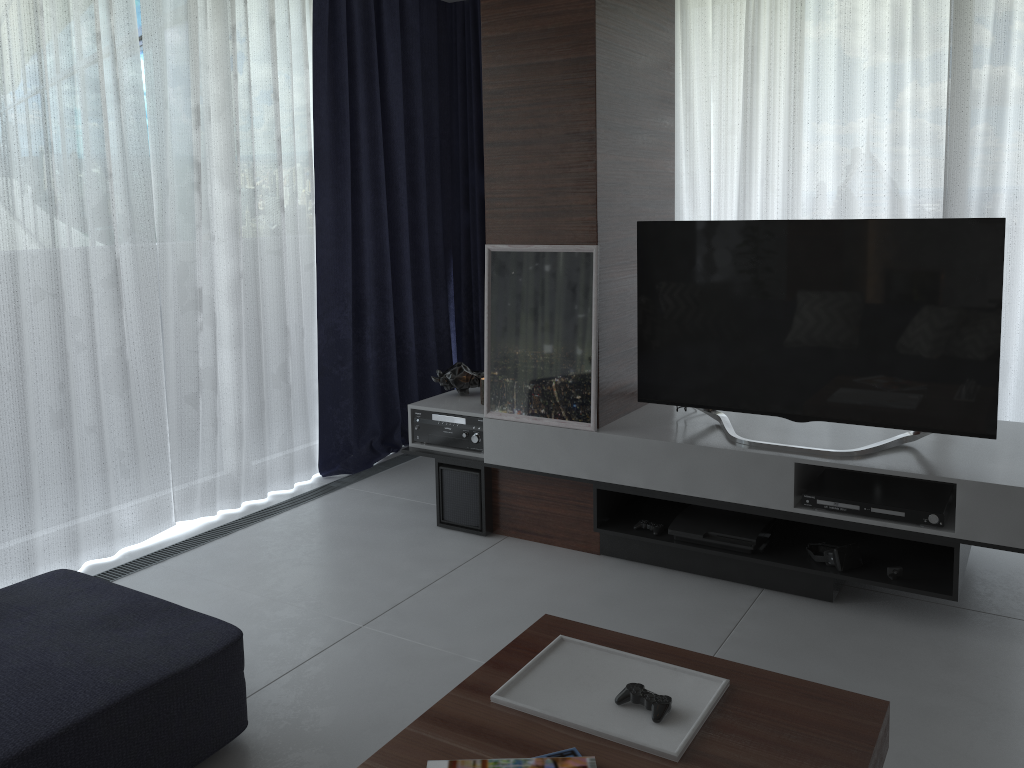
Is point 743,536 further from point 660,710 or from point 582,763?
point 582,763

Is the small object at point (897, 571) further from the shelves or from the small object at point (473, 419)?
the small object at point (473, 419)

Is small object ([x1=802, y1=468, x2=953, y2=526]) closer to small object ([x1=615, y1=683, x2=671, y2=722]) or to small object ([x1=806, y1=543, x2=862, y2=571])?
small object ([x1=806, y1=543, x2=862, y2=571])

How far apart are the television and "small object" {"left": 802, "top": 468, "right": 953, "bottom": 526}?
0.1 meters

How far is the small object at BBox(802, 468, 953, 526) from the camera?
2.8m

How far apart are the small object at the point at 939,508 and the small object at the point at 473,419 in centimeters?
135cm

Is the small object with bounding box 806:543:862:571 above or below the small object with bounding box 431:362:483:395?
below

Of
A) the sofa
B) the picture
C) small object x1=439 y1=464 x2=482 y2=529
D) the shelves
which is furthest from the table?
small object x1=439 y1=464 x2=482 y2=529

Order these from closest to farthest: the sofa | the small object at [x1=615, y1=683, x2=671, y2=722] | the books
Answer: the books
the small object at [x1=615, y1=683, x2=671, y2=722]
the sofa

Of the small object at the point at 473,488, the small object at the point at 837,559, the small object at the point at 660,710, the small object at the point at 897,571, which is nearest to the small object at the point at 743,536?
the small object at the point at 837,559
